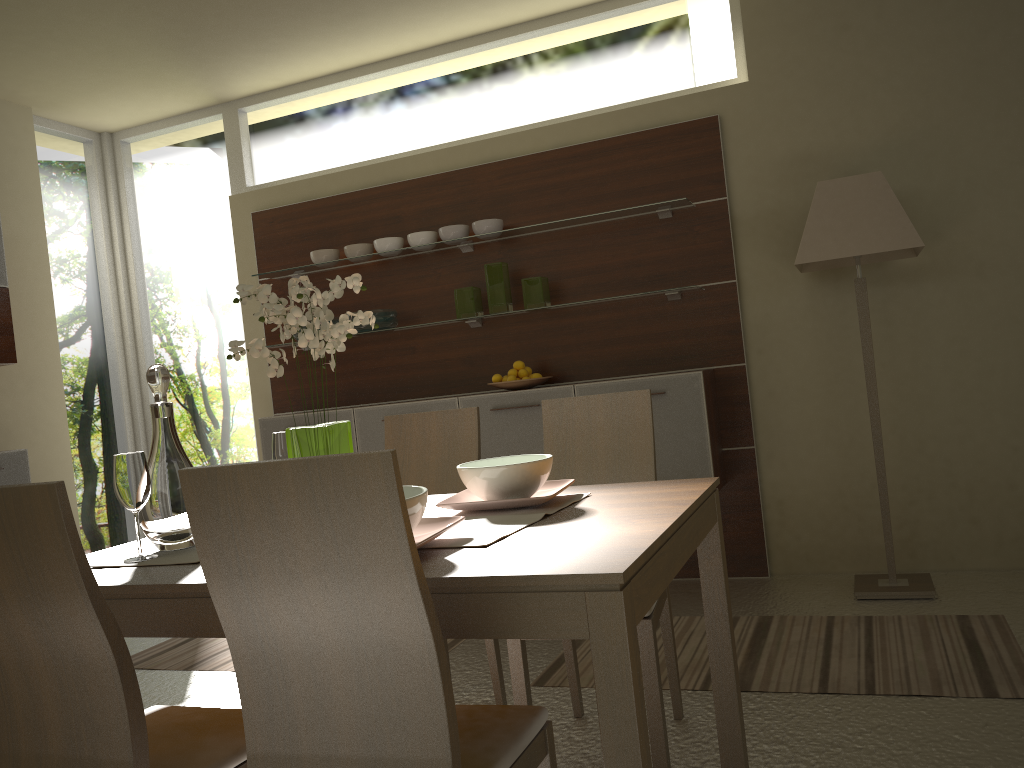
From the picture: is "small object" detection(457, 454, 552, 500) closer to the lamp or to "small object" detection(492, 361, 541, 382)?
the lamp

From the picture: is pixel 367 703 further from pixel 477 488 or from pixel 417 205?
pixel 417 205

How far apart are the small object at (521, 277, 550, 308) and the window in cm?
92

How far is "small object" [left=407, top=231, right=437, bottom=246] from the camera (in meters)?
4.66

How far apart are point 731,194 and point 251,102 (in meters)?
3.00

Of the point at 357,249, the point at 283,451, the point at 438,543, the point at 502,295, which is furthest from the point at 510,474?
the point at 357,249

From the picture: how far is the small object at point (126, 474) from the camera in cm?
189

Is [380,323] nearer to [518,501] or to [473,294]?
[473,294]

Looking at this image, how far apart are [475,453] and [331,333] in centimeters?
105cm

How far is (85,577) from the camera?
1.4 meters
